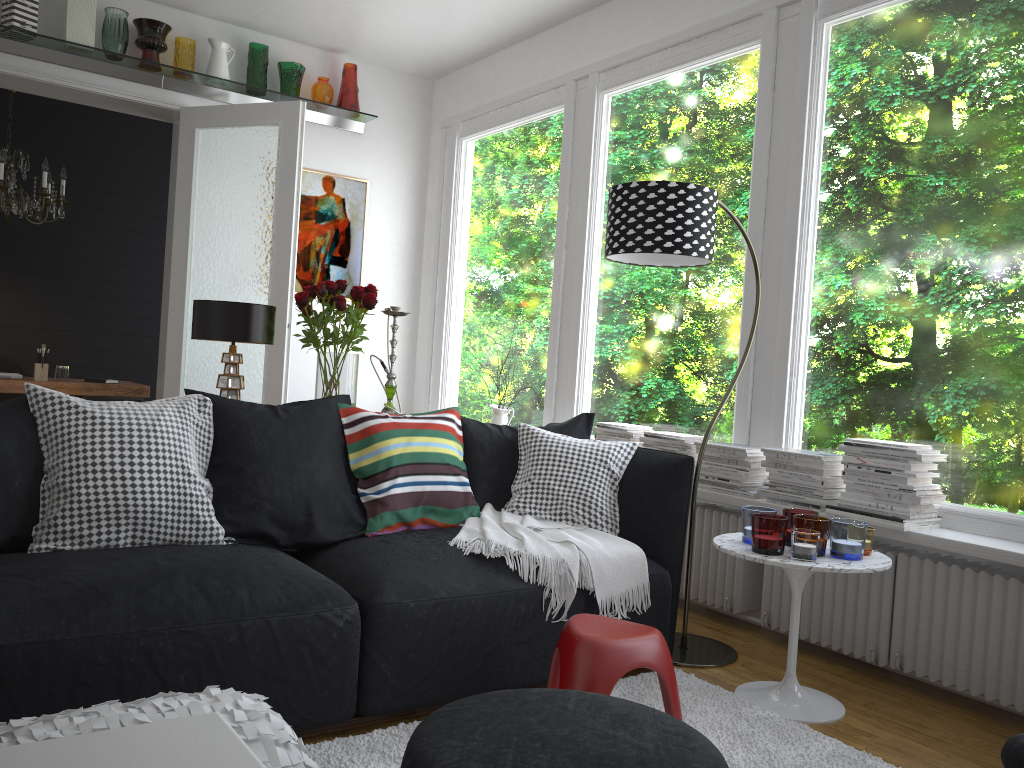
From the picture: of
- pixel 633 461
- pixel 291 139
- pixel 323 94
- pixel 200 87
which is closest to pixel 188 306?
pixel 291 139

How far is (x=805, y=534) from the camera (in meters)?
2.70

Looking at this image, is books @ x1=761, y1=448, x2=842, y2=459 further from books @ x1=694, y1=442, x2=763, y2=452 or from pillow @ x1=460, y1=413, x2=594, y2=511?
A: pillow @ x1=460, y1=413, x2=594, y2=511

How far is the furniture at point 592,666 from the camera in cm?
231

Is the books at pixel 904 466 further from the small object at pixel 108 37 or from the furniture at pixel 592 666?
the small object at pixel 108 37

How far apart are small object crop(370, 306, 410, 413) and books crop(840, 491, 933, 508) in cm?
178

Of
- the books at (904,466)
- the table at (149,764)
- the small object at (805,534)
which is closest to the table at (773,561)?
the small object at (805,534)

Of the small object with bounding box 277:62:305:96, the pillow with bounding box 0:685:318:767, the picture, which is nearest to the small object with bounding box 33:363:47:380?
the picture

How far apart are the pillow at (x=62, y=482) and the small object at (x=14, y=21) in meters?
3.2 m

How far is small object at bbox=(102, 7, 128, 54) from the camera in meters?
5.0 m
